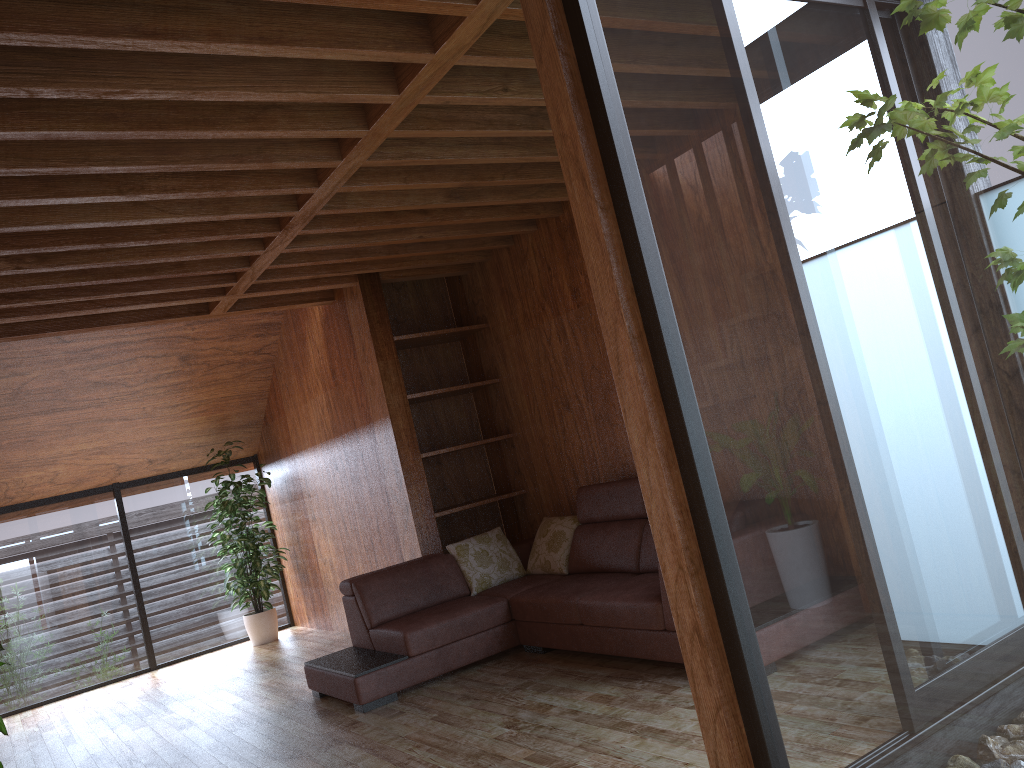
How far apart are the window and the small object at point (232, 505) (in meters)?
0.20

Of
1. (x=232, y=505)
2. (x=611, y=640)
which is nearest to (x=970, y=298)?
(x=611, y=640)

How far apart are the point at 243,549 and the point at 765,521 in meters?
6.0

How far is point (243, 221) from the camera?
4.10m

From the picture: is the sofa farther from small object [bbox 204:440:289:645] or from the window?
small object [bbox 204:440:289:645]

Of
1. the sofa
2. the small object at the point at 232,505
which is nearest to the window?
the small object at the point at 232,505

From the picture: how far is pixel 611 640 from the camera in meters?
4.0

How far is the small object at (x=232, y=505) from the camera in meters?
7.1 m

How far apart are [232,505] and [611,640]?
4.2 meters

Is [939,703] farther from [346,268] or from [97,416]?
[97,416]
